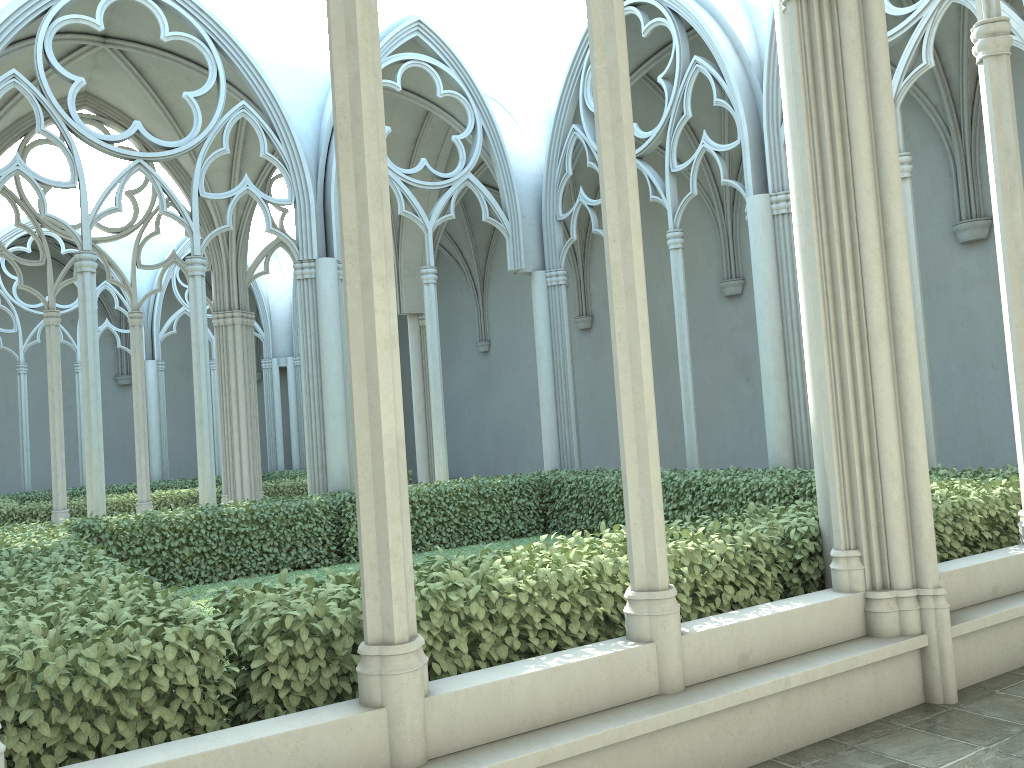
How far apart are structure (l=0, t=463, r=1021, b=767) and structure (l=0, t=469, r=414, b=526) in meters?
5.4 m

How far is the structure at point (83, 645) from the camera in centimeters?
323cm

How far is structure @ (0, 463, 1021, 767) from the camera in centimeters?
323cm

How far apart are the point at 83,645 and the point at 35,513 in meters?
13.0

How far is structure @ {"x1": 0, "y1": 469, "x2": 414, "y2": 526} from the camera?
14.5 meters

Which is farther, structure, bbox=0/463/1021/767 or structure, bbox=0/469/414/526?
structure, bbox=0/469/414/526

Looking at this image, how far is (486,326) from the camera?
24.1m
